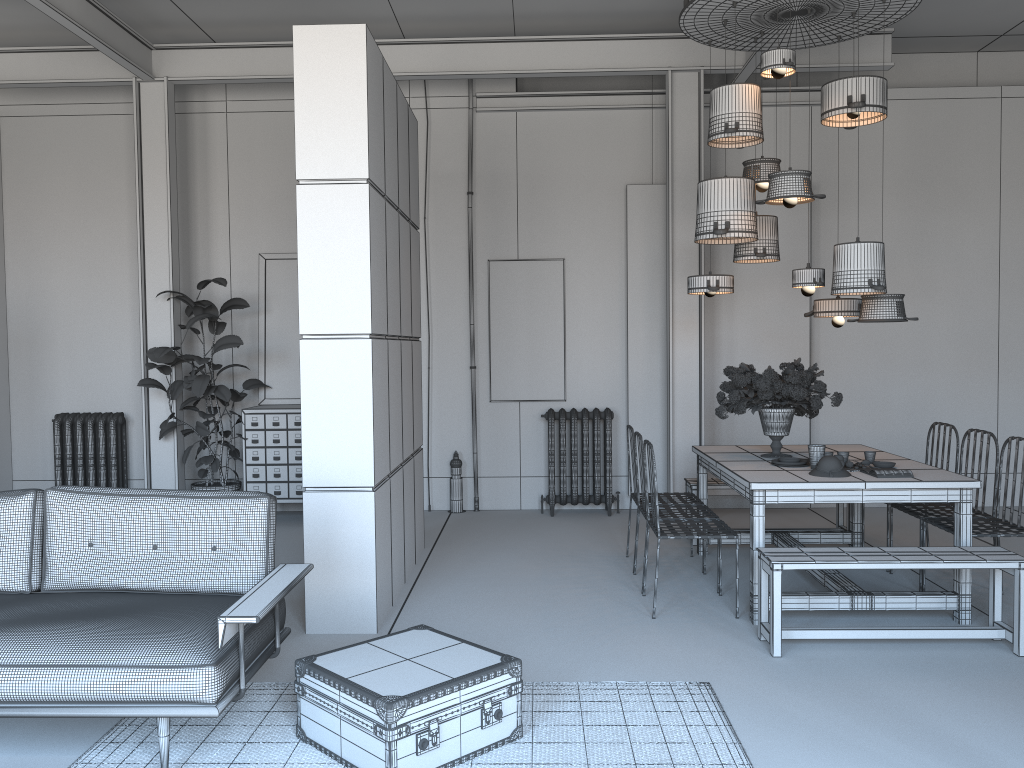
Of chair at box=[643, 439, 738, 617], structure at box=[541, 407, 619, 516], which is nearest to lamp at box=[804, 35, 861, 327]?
chair at box=[643, 439, 738, 617]

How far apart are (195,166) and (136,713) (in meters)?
6.37

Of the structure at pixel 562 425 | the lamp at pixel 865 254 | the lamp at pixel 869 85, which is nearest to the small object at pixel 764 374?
the lamp at pixel 865 254

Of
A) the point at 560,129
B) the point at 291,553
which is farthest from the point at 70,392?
the point at 560,129

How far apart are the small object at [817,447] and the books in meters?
0.3

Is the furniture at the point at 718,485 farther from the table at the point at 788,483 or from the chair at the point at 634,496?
the chair at the point at 634,496

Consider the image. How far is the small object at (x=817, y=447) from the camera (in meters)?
5.22

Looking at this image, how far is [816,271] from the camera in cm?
562

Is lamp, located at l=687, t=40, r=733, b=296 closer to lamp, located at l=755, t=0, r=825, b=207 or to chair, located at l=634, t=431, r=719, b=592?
lamp, located at l=755, t=0, r=825, b=207

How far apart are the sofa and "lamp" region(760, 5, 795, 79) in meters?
3.7 m
